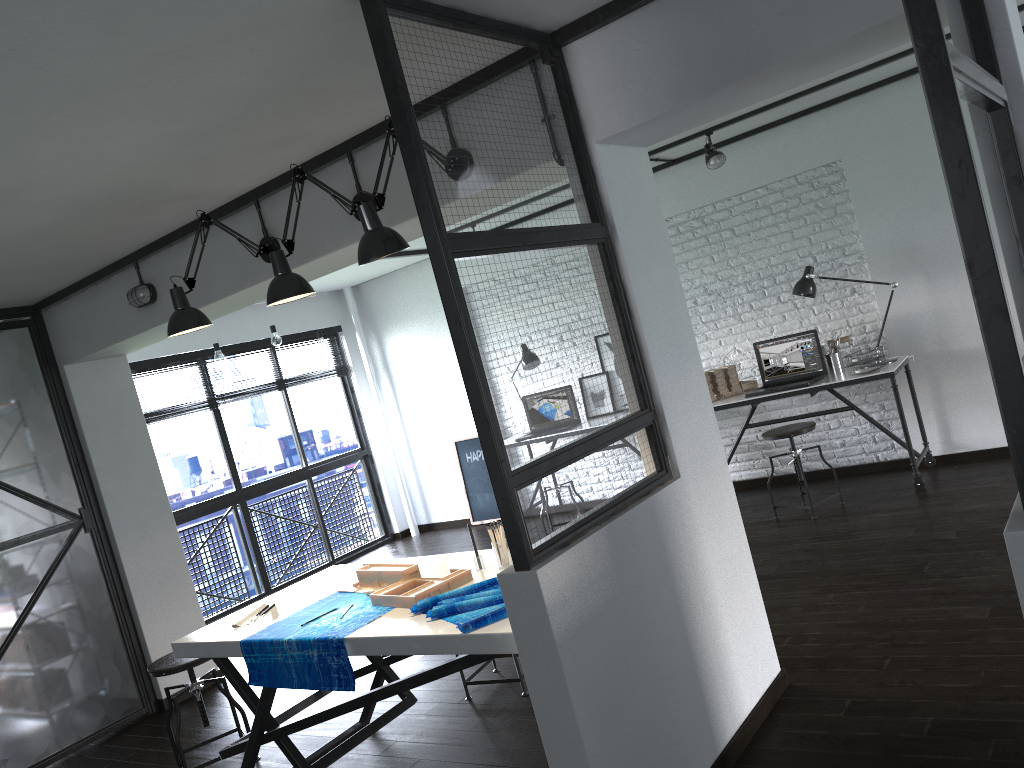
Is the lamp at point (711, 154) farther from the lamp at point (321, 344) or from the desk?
the lamp at point (321, 344)

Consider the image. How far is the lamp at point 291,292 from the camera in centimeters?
288cm

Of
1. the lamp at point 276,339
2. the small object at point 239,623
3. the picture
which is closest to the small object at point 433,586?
the small object at point 239,623

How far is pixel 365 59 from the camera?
2.5 meters

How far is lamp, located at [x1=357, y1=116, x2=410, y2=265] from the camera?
2.58m

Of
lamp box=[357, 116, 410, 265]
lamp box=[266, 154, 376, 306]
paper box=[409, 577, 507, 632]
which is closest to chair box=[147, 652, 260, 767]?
paper box=[409, 577, 507, 632]

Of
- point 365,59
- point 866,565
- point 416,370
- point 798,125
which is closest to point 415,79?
point 365,59

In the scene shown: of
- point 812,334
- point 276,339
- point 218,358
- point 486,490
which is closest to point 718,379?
point 812,334

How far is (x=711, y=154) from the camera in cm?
541

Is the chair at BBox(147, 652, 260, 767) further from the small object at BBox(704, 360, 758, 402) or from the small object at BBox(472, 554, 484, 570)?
the small object at BBox(704, 360, 758, 402)
